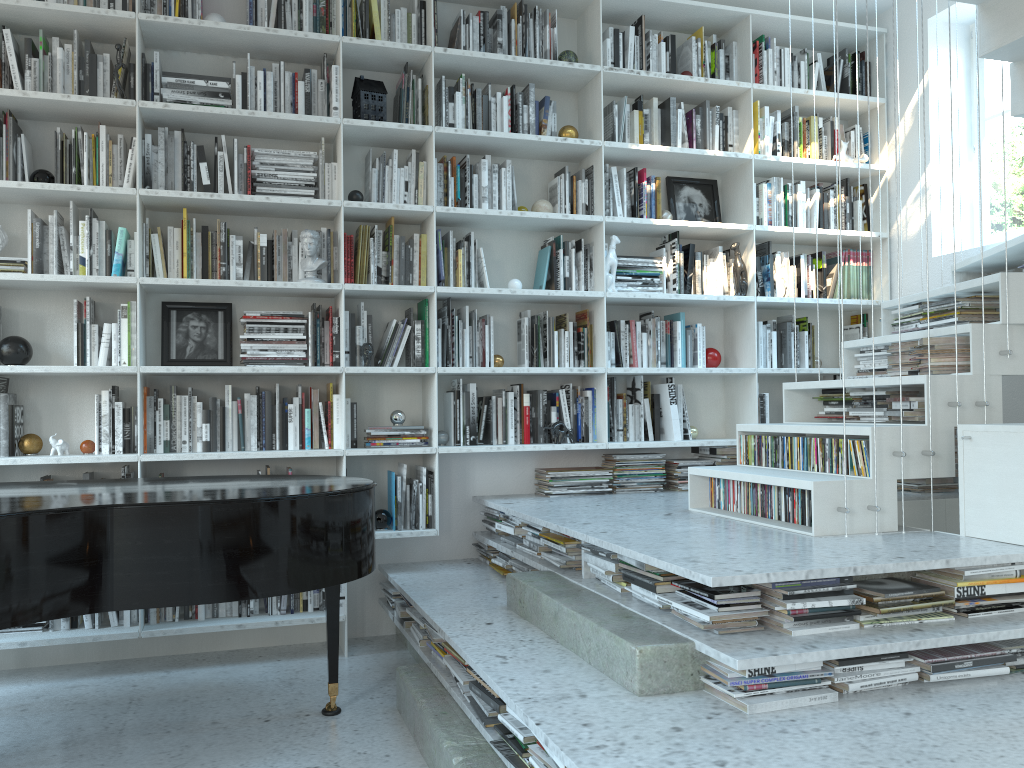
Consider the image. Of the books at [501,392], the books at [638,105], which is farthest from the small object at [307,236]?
the books at [638,105]

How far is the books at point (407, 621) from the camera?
3.6m

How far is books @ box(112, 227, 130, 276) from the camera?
3.75m

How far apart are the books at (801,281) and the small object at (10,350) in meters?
3.7 m

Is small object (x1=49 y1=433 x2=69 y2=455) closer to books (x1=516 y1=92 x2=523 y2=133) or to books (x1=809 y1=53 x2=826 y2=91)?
books (x1=516 y1=92 x2=523 y2=133)

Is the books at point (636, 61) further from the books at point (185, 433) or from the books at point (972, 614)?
the books at point (972, 614)

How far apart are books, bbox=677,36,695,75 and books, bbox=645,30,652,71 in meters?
0.2 m

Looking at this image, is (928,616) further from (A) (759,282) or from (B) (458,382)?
(A) (759,282)

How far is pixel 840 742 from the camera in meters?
1.9

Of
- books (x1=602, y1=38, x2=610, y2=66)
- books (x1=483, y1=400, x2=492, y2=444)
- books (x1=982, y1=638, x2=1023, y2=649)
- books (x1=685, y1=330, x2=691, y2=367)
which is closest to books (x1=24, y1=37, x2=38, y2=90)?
books (x1=483, y1=400, x2=492, y2=444)
